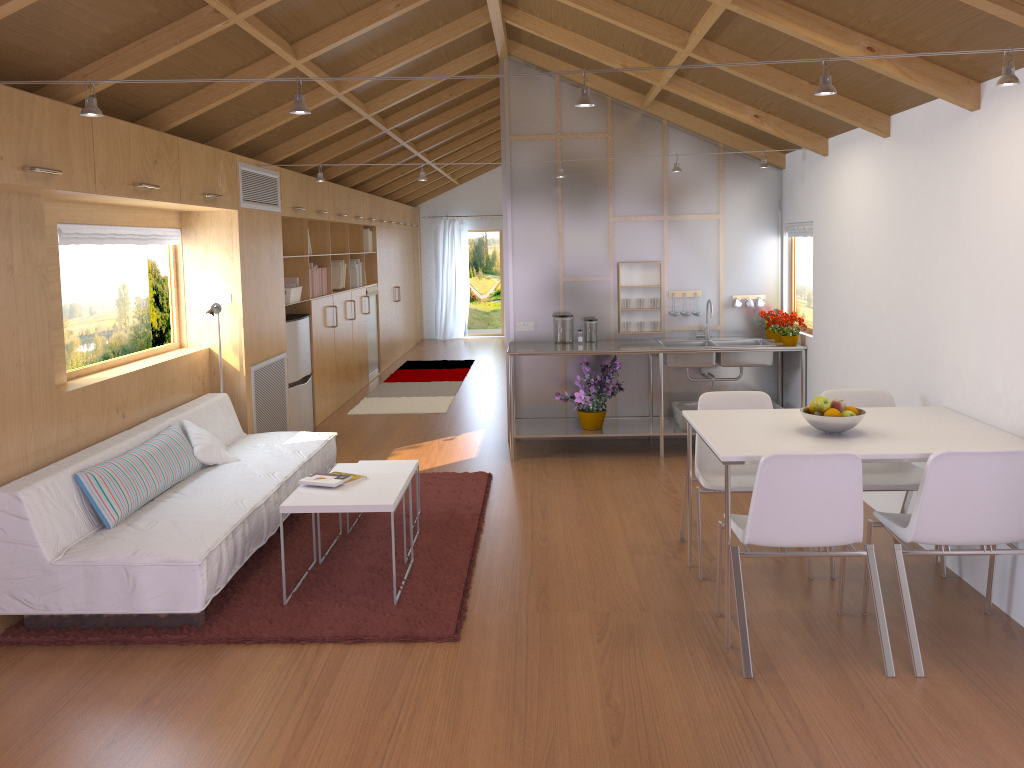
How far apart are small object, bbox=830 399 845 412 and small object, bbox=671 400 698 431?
2.8 meters

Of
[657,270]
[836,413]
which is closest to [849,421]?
[836,413]

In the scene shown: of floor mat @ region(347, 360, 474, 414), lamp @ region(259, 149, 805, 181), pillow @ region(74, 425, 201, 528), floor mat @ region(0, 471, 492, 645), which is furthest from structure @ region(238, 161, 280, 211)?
floor mat @ region(347, 360, 474, 414)

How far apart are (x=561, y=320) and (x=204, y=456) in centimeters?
289cm

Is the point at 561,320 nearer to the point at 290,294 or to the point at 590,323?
the point at 590,323

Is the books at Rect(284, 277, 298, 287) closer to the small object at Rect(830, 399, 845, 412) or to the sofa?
the sofa

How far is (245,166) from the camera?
5.8m

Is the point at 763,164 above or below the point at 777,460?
above

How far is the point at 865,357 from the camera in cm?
509

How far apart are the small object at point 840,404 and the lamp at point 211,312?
3.79m
